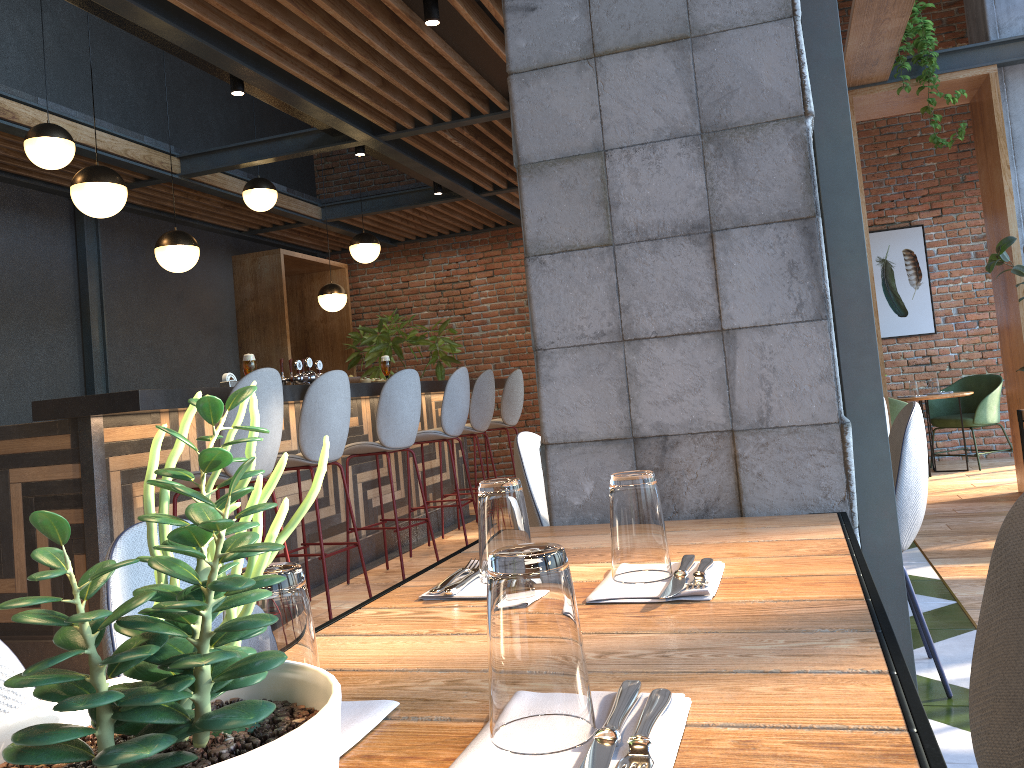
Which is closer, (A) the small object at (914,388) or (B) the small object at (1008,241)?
(B) the small object at (1008,241)

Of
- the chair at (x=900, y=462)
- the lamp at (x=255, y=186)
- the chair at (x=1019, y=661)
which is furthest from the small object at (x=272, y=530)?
the lamp at (x=255, y=186)

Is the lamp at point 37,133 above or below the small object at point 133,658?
above

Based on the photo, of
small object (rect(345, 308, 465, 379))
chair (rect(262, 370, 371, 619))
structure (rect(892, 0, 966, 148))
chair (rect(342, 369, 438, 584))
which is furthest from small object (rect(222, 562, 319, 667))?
small object (rect(345, 308, 465, 379))

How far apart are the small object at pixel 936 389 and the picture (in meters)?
0.93

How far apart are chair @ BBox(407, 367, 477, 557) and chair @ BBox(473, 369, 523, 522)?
1.2 meters

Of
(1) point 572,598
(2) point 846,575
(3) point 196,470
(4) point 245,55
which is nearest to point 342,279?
(4) point 245,55

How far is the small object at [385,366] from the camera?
5.8 meters

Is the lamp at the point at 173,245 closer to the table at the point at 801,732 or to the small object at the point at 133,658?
the table at the point at 801,732

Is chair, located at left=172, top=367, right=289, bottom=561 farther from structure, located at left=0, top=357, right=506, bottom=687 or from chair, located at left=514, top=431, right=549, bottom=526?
chair, located at left=514, top=431, right=549, bottom=526
